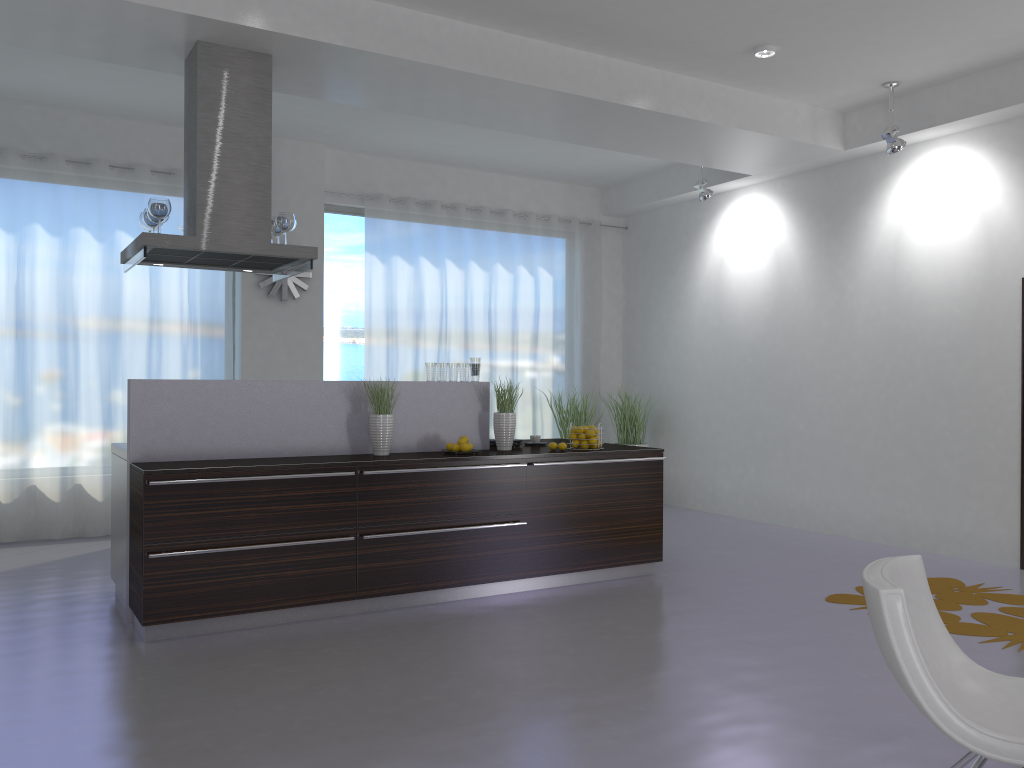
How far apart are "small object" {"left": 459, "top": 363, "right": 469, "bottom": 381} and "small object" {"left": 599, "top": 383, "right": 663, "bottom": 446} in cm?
376

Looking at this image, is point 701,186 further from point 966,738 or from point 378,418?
point 966,738

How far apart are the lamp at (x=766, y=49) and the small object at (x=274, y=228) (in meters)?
3.31

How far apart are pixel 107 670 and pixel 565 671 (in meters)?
2.04

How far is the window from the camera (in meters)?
8.56

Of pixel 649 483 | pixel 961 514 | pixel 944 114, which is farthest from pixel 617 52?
pixel 961 514

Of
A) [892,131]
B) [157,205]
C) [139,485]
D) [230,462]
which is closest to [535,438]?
[230,462]

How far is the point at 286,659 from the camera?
4.12m

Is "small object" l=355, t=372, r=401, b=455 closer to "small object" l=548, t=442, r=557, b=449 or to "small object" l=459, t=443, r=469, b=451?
"small object" l=459, t=443, r=469, b=451

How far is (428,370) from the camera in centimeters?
565cm
